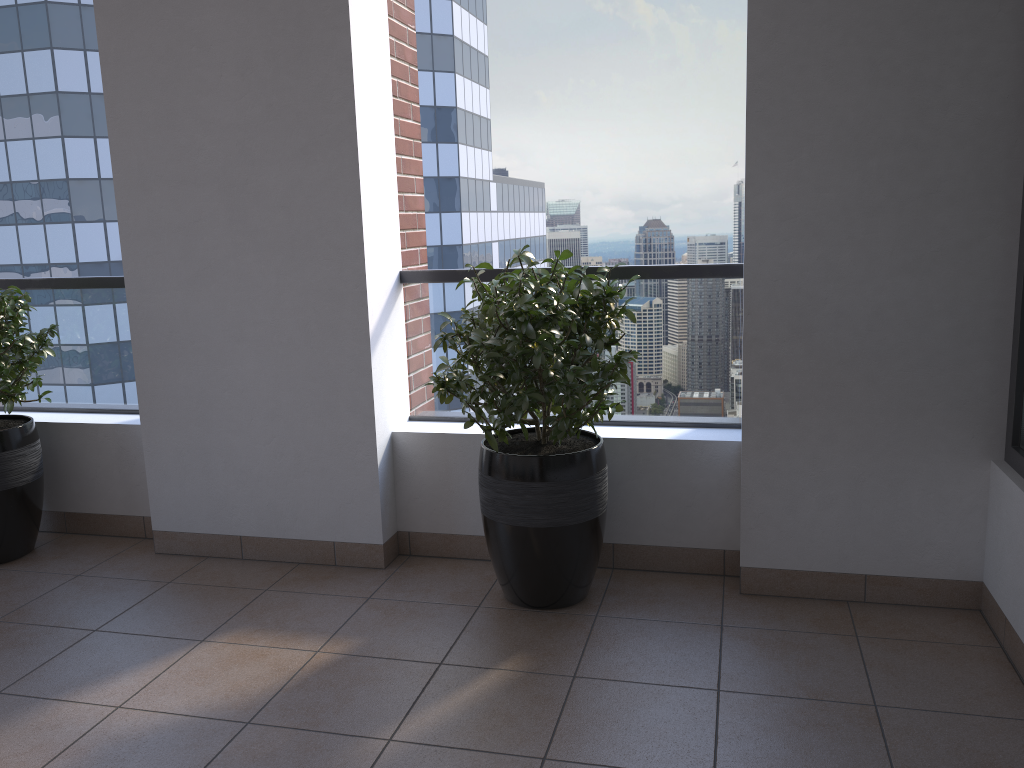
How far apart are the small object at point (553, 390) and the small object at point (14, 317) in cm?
171

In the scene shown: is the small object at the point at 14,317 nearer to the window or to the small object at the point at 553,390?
the small object at the point at 553,390

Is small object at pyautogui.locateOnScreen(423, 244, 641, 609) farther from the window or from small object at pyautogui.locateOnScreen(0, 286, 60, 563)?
small object at pyautogui.locateOnScreen(0, 286, 60, 563)

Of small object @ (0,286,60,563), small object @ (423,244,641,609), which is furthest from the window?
small object @ (0,286,60,563)

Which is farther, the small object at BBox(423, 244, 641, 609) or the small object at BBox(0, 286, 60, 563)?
the small object at BBox(0, 286, 60, 563)

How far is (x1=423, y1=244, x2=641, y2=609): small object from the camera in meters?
2.6 m

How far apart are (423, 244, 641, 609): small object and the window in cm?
113

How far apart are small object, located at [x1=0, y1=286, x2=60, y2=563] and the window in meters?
3.5

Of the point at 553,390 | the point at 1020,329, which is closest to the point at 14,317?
the point at 553,390

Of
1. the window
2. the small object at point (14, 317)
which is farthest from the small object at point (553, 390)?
the small object at point (14, 317)
